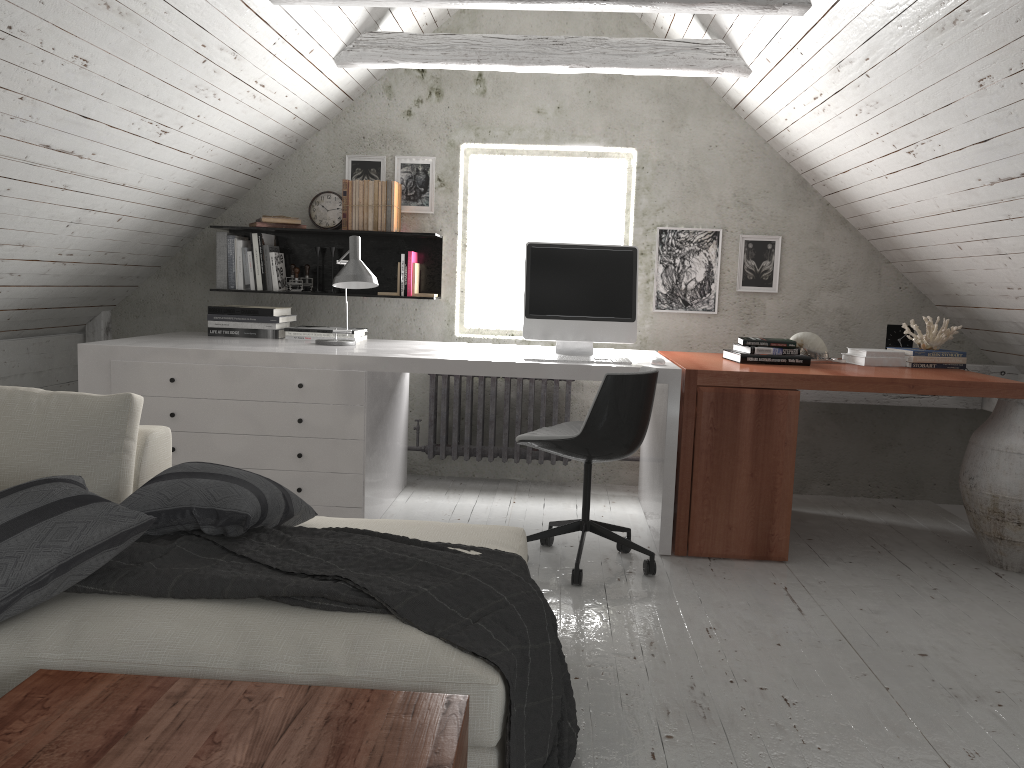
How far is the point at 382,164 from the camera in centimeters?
465cm

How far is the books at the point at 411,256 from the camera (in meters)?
4.50

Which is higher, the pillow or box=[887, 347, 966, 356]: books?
box=[887, 347, 966, 356]: books

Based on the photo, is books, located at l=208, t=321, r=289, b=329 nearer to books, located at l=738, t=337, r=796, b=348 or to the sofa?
the sofa

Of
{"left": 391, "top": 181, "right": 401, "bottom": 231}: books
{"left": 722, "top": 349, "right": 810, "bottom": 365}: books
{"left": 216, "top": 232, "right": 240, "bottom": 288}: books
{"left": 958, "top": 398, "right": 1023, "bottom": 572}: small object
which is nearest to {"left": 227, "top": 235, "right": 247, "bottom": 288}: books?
{"left": 216, "top": 232, "right": 240, "bottom": 288}: books

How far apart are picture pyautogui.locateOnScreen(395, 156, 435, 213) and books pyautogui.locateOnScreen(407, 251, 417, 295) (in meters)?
0.27

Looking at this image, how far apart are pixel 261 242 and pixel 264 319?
0.49m

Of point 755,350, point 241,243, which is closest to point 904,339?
point 755,350

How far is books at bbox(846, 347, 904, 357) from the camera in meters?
3.9

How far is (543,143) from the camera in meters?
4.6 m
